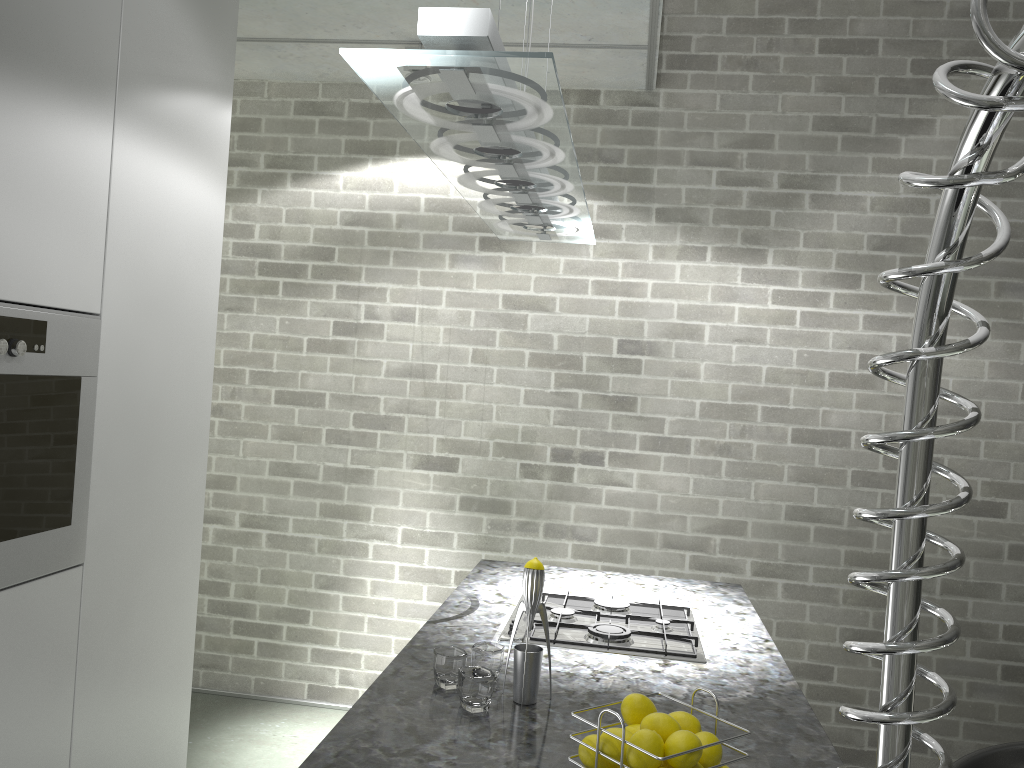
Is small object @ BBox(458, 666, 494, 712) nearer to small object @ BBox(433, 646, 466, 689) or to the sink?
small object @ BBox(433, 646, 466, 689)

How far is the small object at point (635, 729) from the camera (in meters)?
1.34

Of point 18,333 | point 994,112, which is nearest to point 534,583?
point 18,333

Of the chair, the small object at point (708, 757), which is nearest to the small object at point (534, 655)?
the small object at point (708, 757)

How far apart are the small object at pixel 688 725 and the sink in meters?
1.2

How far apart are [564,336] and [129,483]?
2.1 meters

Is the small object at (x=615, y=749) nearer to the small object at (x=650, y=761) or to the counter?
the small object at (x=650, y=761)

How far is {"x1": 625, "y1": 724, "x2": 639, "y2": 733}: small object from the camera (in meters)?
1.34

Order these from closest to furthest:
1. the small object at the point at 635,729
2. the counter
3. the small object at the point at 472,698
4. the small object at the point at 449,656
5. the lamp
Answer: the lamp, the small object at the point at 635,729, the counter, the small object at the point at 472,698, the small object at the point at 449,656

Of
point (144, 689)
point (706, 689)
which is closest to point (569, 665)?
point (706, 689)
